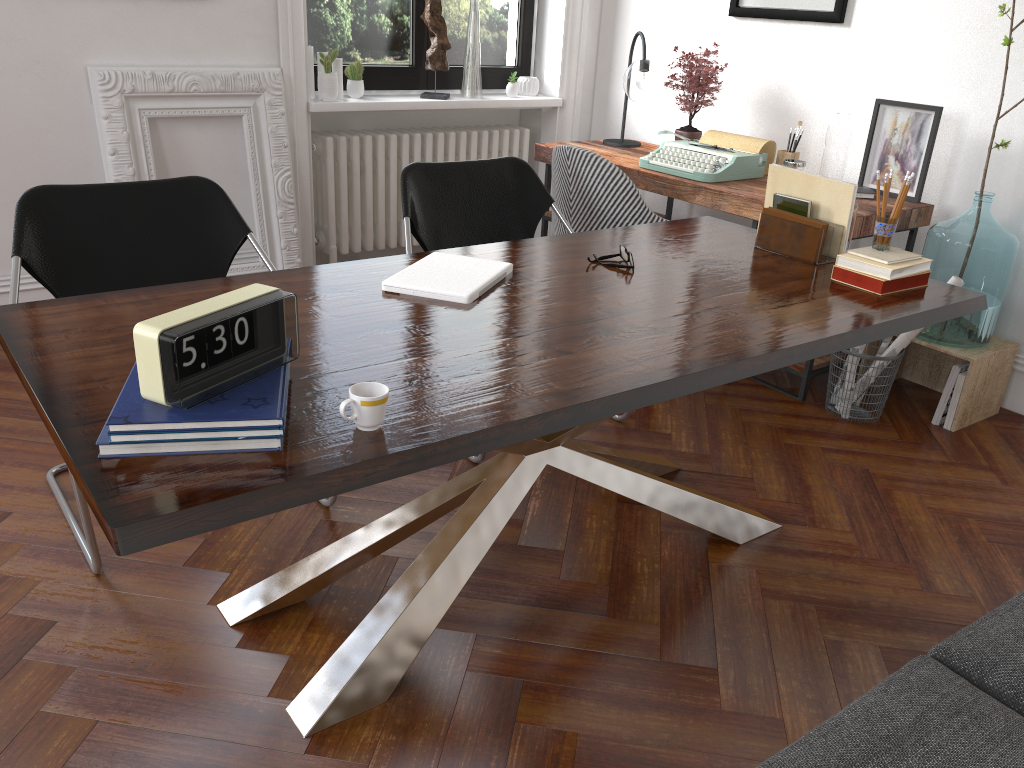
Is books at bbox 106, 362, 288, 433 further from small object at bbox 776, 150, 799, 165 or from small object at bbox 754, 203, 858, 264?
small object at bbox 776, 150, 799, 165

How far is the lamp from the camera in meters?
4.2

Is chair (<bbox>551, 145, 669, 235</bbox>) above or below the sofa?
above

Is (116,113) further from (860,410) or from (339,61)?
(860,410)

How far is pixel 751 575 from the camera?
2.4 meters

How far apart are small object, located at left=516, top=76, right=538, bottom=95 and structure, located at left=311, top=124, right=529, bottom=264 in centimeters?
21cm

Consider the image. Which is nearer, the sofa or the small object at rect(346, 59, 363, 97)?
the sofa

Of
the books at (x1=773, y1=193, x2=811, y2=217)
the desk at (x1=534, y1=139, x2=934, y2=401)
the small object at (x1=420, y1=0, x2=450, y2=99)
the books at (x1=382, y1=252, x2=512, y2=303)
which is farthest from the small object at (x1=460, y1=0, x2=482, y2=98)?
the books at (x1=382, y1=252, x2=512, y2=303)

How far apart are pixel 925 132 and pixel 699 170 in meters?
0.9 m

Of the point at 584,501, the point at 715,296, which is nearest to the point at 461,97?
the point at 584,501
